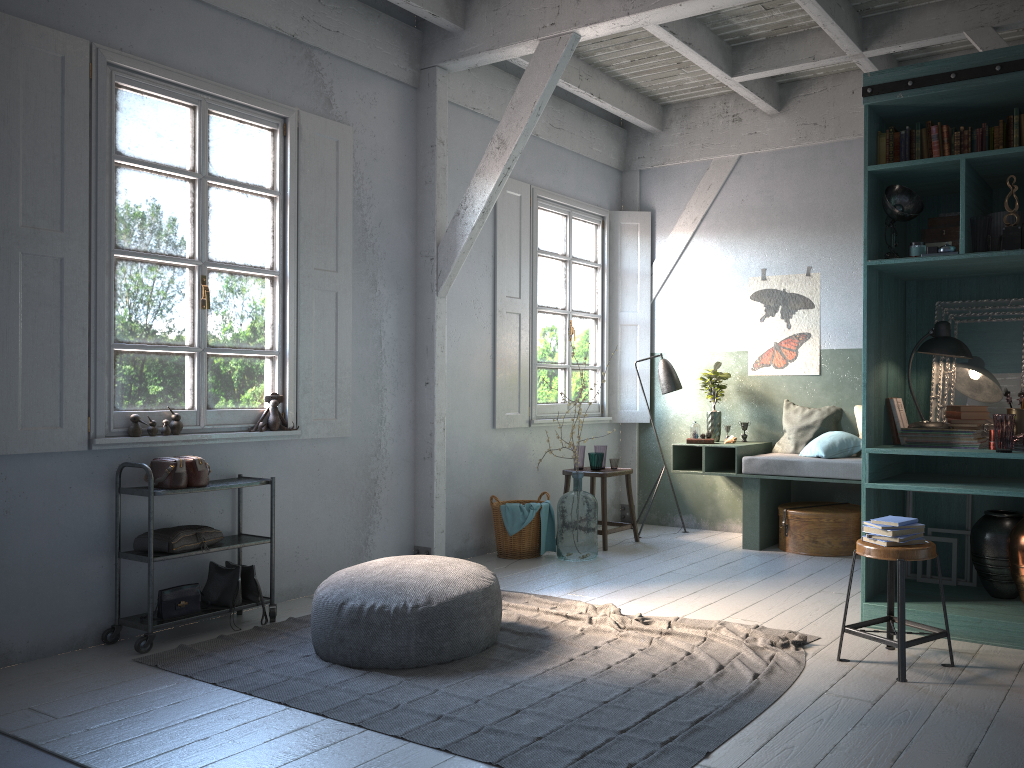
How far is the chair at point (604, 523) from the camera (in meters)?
7.76

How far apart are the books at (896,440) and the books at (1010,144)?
1.7m

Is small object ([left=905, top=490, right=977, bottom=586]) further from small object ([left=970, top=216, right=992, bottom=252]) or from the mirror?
small object ([left=970, top=216, right=992, bottom=252])

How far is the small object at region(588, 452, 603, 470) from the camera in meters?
8.0 m

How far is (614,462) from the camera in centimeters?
805cm

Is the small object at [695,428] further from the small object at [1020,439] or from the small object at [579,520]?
the small object at [1020,439]

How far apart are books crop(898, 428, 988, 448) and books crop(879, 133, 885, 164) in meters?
1.6 m

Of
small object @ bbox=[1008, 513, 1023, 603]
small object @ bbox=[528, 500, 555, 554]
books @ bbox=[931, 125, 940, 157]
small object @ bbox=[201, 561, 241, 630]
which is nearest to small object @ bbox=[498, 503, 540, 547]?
small object @ bbox=[528, 500, 555, 554]

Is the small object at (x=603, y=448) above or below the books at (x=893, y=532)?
above

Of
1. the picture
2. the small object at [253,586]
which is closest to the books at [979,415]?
the picture
